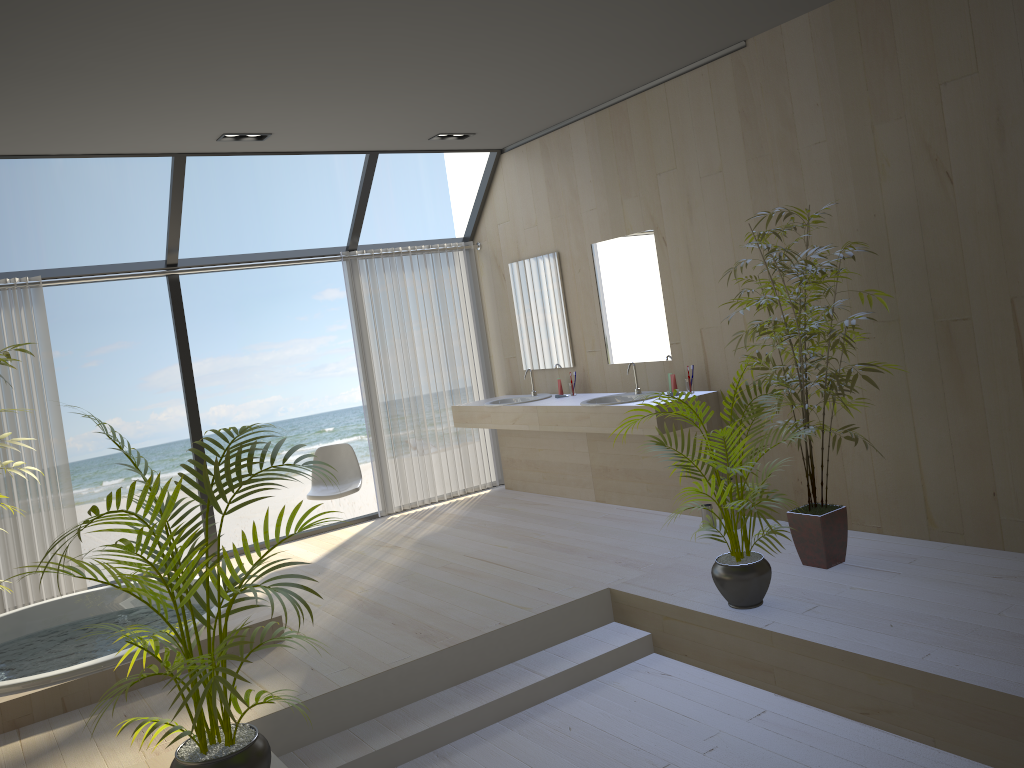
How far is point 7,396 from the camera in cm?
555

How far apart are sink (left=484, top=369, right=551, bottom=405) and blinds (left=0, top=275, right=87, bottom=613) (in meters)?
3.07

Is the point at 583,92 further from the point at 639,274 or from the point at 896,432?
the point at 896,432

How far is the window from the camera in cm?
582

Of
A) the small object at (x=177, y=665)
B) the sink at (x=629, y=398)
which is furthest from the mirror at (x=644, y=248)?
the small object at (x=177, y=665)

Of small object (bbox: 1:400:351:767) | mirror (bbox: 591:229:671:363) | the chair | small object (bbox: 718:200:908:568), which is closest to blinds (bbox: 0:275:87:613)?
the chair

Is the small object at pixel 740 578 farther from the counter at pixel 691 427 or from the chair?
the chair

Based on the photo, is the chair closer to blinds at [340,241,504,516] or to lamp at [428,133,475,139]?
blinds at [340,241,504,516]

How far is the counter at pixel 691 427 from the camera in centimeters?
554cm

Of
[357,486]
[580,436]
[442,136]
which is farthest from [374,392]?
[442,136]
